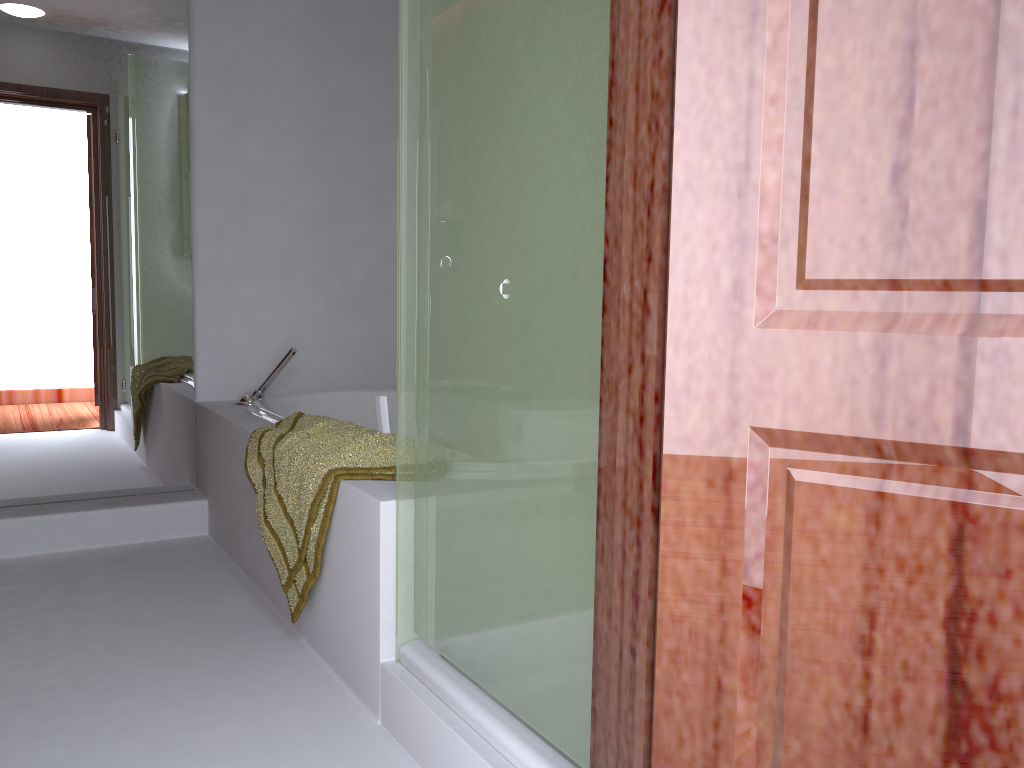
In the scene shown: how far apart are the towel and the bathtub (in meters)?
0.09

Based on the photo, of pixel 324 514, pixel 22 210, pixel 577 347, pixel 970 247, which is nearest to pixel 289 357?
pixel 22 210

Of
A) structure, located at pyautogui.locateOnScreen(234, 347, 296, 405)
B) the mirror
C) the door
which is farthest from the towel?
the door

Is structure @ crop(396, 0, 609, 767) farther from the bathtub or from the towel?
the bathtub

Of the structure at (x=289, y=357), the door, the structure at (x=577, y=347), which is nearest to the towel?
the structure at (x=577, y=347)

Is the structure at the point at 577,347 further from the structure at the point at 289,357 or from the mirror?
the mirror

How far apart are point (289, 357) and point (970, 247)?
2.7 meters

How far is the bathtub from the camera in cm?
285

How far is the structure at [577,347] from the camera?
1.2 meters

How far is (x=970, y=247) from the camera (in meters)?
0.70
